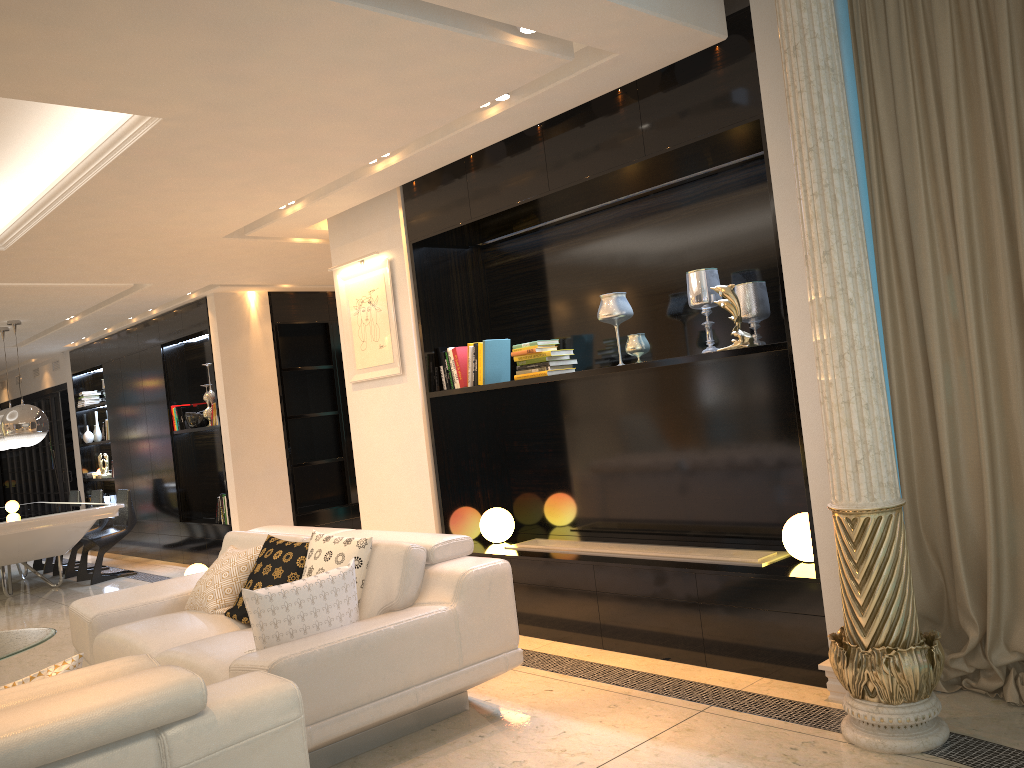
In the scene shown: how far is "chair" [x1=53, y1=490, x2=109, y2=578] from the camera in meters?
9.2

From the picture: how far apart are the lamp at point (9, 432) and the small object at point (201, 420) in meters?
1.3 m

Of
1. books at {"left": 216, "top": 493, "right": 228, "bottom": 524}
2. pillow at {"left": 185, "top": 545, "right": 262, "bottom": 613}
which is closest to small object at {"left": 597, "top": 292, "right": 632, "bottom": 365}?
pillow at {"left": 185, "top": 545, "right": 262, "bottom": 613}

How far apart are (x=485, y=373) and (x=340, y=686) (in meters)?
2.35

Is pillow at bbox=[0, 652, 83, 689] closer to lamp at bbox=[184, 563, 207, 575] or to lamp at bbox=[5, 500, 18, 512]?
lamp at bbox=[184, 563, 207, 575]

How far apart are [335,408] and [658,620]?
5.6m

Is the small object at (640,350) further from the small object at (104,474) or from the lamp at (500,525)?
the small object at (104,474)

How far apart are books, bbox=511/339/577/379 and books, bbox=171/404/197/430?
5.4 meters

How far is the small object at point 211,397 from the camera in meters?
8.7 m

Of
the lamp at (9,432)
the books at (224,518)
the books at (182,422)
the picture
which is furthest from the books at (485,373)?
the lamp at (9,432)
